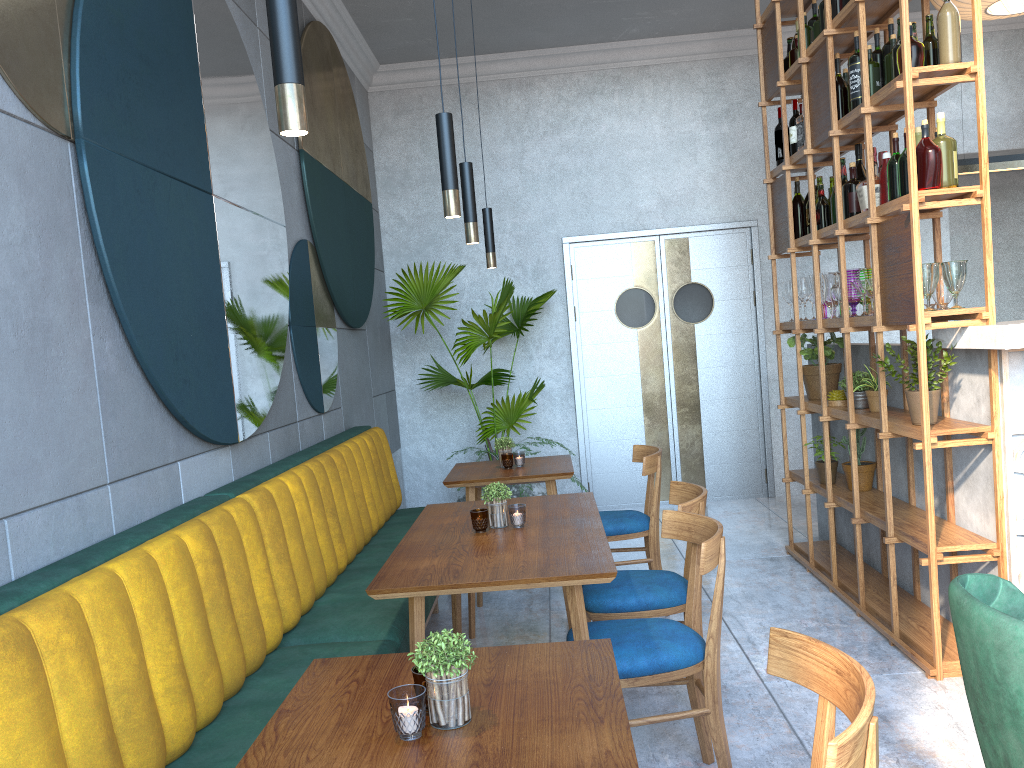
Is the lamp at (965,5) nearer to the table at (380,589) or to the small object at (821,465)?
the small object at (821,465)

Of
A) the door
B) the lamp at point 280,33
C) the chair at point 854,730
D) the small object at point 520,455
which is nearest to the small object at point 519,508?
the chair at point 854,730

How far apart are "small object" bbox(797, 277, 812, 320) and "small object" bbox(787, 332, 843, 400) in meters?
0.2 m

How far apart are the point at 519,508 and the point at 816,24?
3.0 meters

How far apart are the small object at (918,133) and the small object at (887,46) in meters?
0.4 m

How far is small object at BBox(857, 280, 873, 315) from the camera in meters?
3.7 m

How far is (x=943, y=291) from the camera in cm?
335

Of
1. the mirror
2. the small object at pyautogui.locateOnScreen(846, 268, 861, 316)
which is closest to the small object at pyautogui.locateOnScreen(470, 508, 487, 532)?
the mirror

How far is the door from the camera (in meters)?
6.78

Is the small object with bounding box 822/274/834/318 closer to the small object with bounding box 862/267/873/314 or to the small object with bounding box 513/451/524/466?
the small object with bounding box 862/267/873/314
